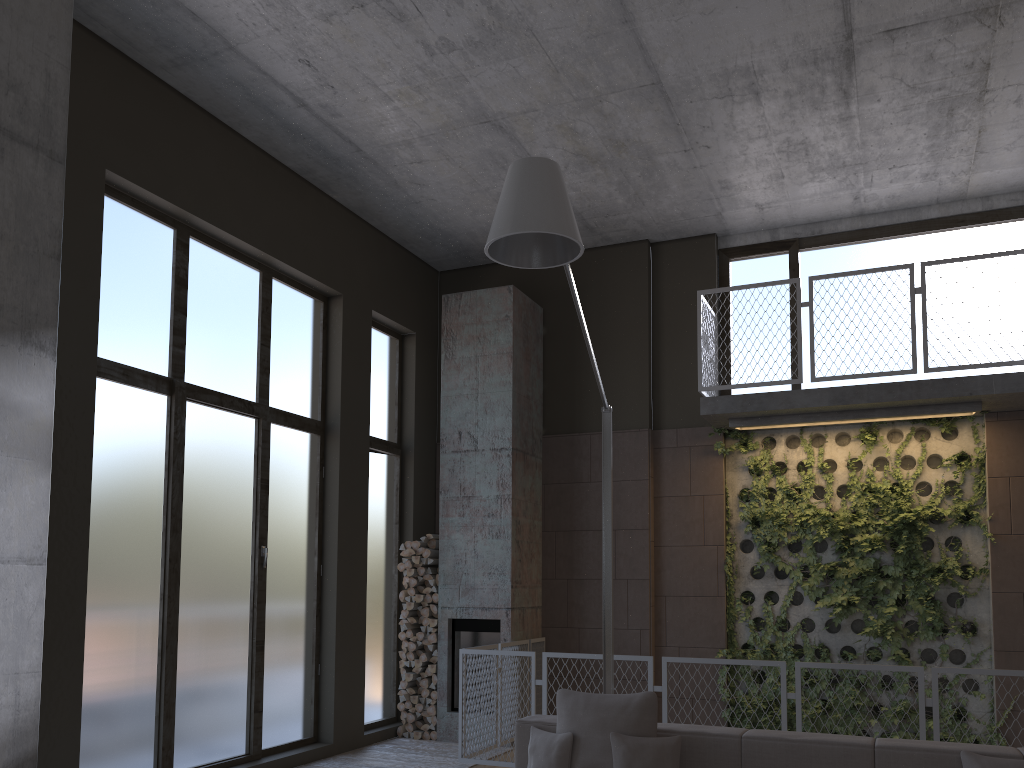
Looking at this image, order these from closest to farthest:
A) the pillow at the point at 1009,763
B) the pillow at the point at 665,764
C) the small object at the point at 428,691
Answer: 1. the pillow at the point at 1009,763
2. the pillow at the point at 665,764
3. the small object at the point at 428,691

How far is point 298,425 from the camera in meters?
7.9

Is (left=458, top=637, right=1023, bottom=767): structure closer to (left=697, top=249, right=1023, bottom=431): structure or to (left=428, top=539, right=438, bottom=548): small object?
(left=428, top=539, right=438, bottom=548): small object

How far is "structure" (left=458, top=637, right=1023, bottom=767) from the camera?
6.78m

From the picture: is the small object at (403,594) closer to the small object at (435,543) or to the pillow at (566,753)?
the small object at (435,543)

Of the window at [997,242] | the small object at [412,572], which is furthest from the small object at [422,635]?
the window at [997,242]

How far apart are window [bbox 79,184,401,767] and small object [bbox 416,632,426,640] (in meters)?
0.47

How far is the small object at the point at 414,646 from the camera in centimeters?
863cm

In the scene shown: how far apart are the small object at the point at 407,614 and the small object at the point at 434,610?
0.3 meters

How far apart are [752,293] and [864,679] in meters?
3.6
